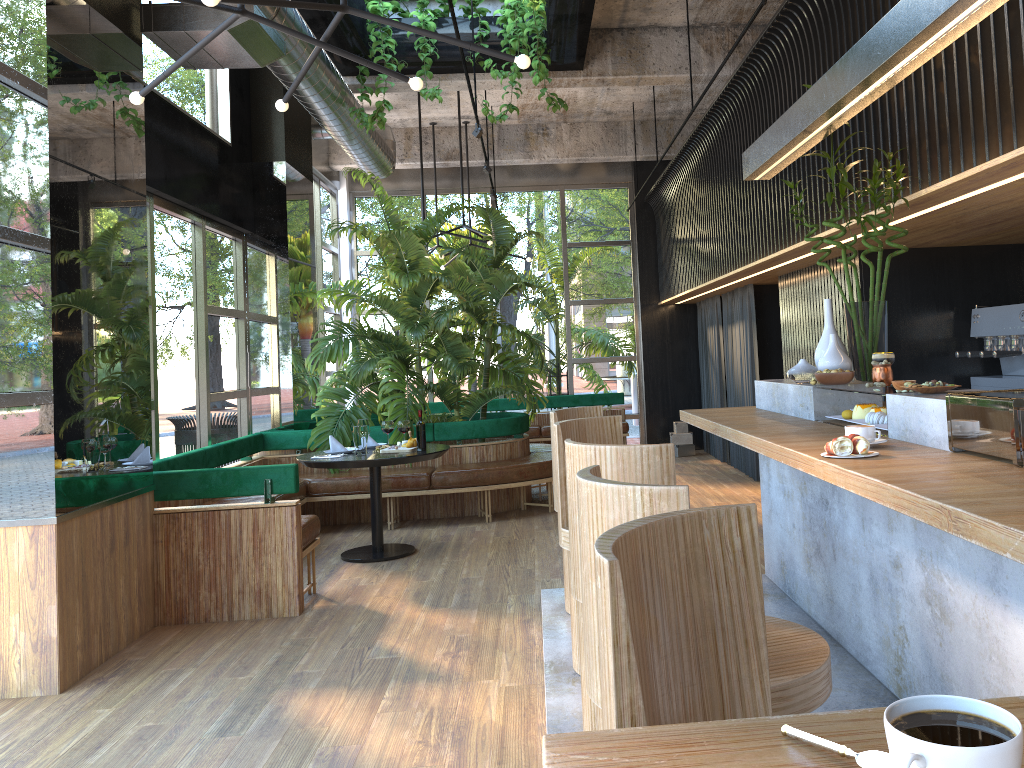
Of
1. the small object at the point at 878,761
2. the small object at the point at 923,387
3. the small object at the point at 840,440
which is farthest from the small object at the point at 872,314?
the small object at the point at 878,761

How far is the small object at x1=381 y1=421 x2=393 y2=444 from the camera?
A: 4.2m

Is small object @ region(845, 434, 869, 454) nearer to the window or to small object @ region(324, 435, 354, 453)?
small object @ region(324, 435, 354, 453)

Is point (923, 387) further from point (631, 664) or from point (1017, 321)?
point (1017, 321)

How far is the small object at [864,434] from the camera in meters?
2.8 m

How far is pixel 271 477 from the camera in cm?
506

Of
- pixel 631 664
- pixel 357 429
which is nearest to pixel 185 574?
pixel 357 429

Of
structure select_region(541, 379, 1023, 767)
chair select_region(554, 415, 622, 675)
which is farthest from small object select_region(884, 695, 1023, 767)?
chair select_region(554, 415, 622, 675)

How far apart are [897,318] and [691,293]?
4.0 meters

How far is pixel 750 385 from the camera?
9.23m
